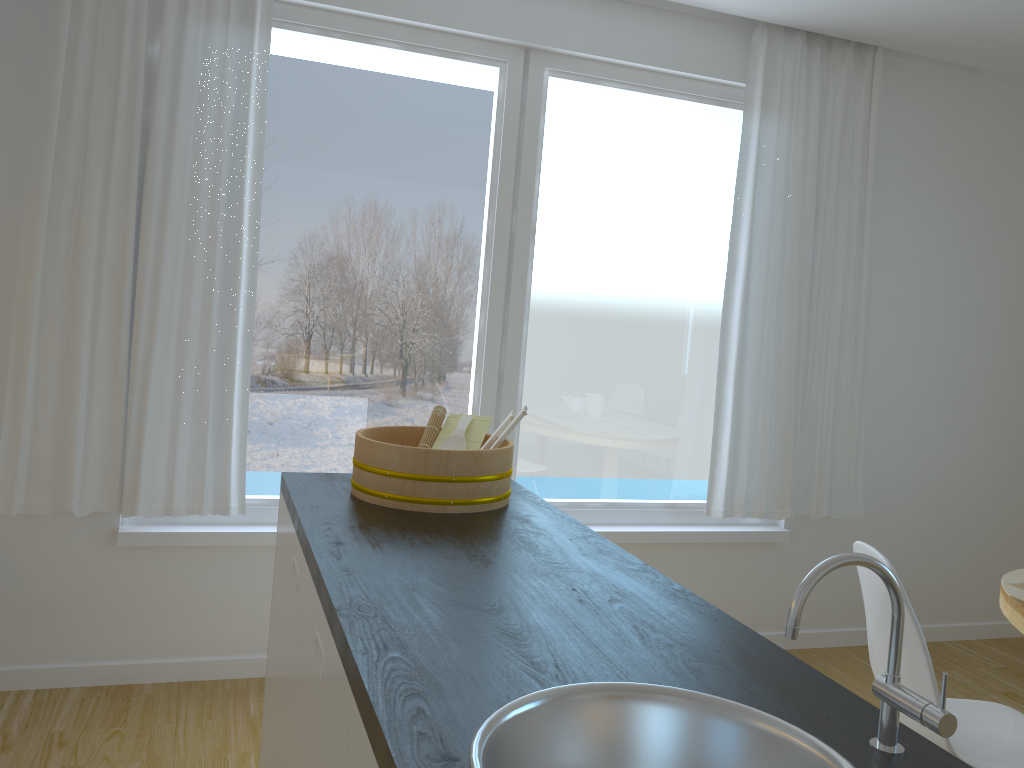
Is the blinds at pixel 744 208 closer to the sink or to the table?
the table

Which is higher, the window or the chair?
the window

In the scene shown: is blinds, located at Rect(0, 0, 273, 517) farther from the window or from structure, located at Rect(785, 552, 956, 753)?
structure, located at Rect(785, 552, 956, 753)

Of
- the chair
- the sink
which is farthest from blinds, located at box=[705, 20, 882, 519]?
the sink

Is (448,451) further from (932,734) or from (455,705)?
(932,734)

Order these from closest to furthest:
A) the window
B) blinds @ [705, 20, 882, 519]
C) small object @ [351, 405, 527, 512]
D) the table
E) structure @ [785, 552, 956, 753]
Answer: structure @ [785, 552, 956, 753] < small object @ [351, 405, 527, 512] < the table < the window < blinds @ [705, 20, 882, 519]

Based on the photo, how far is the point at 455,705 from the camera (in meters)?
1.01

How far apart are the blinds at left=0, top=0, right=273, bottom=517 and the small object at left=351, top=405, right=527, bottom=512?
1.1m

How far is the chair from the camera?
2.02m

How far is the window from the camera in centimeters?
329cm
